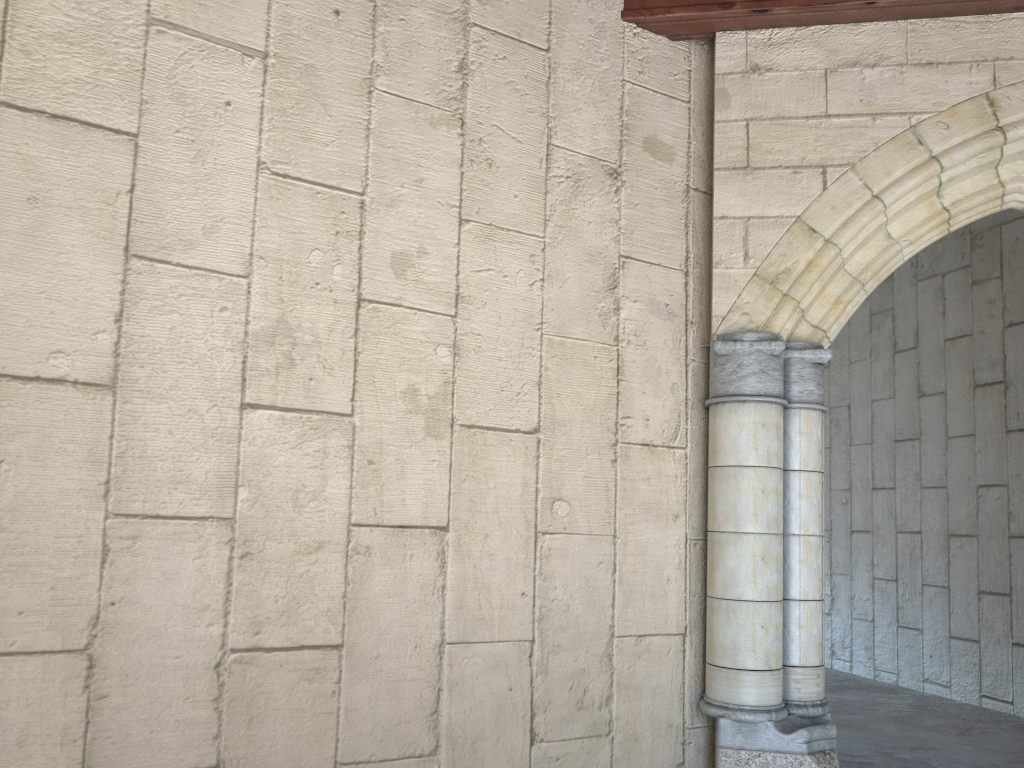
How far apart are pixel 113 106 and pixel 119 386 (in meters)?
0.76
